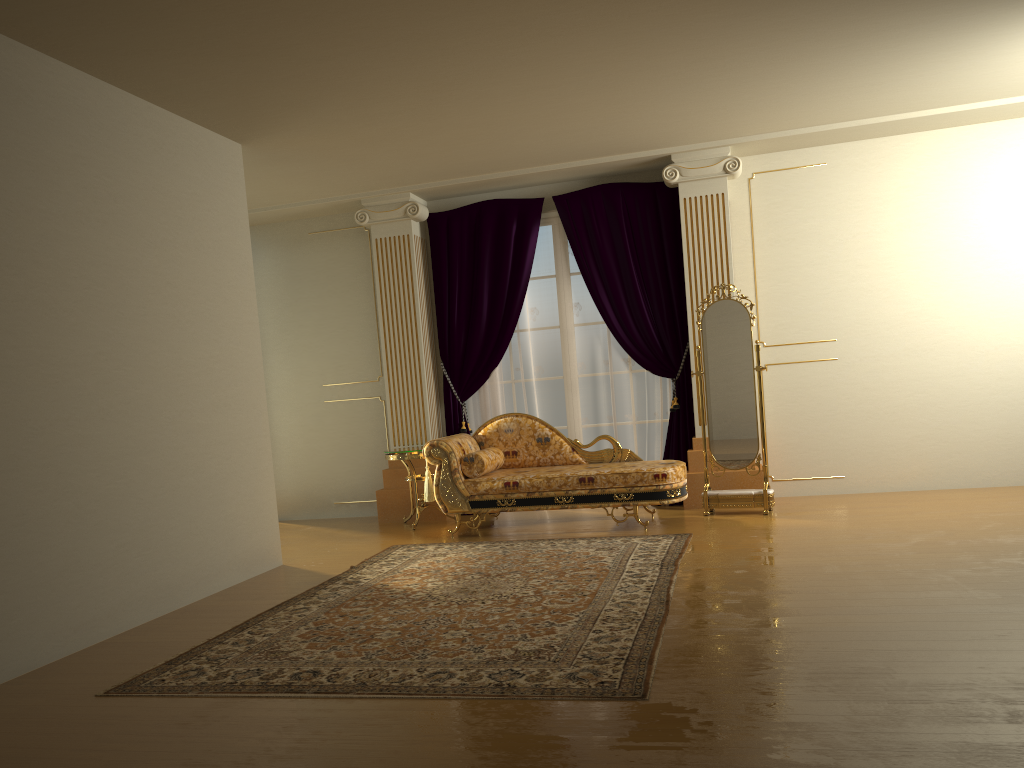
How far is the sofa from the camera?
6.1 meters

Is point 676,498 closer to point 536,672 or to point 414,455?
point 414,455

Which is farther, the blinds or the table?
the blinds

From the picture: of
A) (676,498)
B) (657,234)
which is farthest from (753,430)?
(657,234)

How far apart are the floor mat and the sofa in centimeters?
34cm

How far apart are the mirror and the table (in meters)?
2.20

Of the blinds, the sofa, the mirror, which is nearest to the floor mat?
the sofa

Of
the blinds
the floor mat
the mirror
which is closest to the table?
the blinds

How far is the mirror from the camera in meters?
6.4

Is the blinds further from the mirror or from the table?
the mirror
